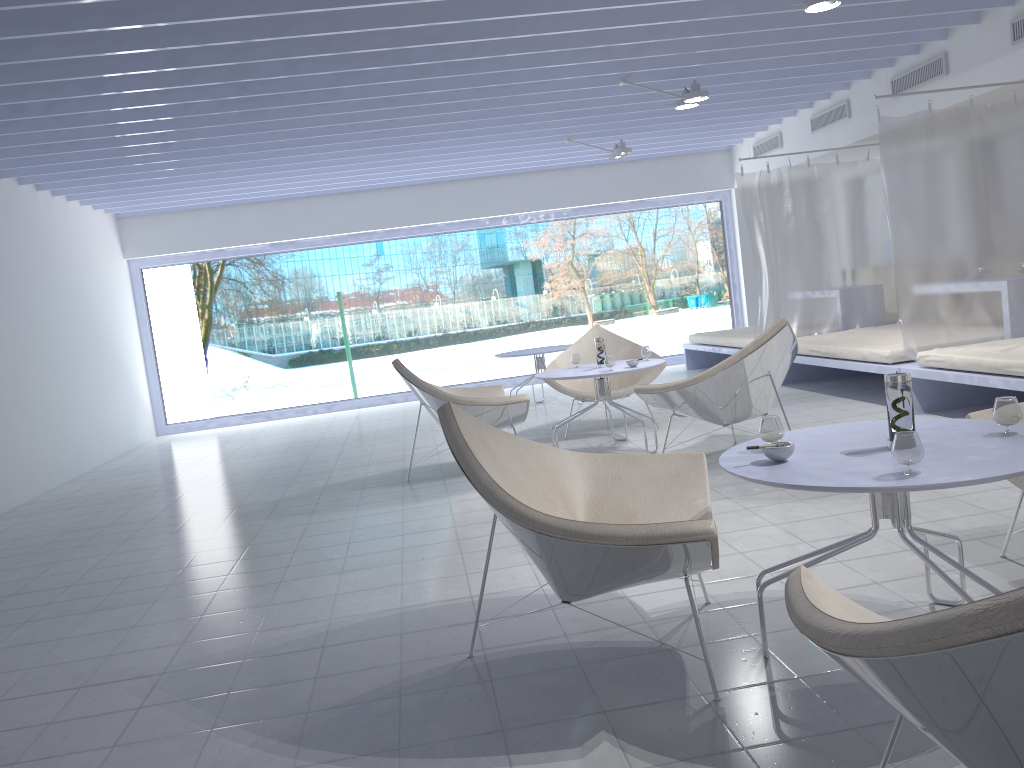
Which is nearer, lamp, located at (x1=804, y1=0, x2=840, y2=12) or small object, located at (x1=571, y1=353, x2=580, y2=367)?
lamp, located at (x1=804, y1=0, x2=840, y2=12)

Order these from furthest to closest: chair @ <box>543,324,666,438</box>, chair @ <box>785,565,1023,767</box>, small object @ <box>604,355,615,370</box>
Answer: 1. chair @ <box>543,324,666,438</box>
2. small object @ <box>604,355,615,370</box>
3. chair @ <box>785,565,1023,767</box>

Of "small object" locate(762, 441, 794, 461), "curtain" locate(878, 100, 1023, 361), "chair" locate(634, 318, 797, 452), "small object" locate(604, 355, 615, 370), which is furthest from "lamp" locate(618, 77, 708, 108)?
"small object" locate(762, 441, 794, 461)

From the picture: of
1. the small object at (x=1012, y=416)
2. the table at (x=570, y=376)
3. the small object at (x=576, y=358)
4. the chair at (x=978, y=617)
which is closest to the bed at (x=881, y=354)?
the table at (x=570, y=376)

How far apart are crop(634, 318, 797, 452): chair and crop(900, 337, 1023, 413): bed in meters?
1.0

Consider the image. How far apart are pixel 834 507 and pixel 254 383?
9.4 meters

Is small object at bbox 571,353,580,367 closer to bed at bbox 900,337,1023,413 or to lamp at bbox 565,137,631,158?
bed at bbox 900,337,1023,413

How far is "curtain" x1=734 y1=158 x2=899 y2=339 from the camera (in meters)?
7.67

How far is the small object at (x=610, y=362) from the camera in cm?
524

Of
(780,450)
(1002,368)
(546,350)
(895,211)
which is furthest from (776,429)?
(546,350)
